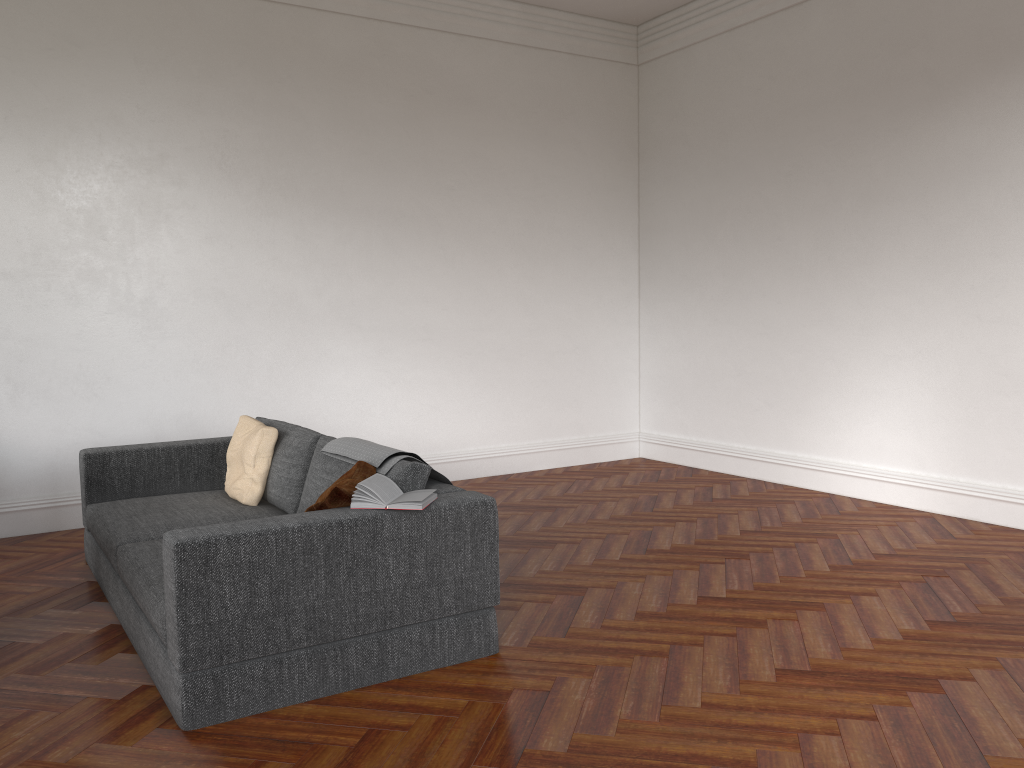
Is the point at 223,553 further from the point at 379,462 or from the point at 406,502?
the point at 379,462

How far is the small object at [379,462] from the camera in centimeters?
371cm

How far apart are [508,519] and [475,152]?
3.20m

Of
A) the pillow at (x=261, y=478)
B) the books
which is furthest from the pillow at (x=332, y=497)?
the pillow at (x=261, y=478)

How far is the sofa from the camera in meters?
3.0 m

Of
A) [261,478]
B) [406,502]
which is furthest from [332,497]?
[261,478]

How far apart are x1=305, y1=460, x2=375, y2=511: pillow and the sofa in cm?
6

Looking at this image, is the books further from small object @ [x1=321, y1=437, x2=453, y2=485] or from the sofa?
small object @ [x1=321, y1=437, x2=453, y2=485]

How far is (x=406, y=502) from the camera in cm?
329

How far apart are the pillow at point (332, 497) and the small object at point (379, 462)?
0.03m
